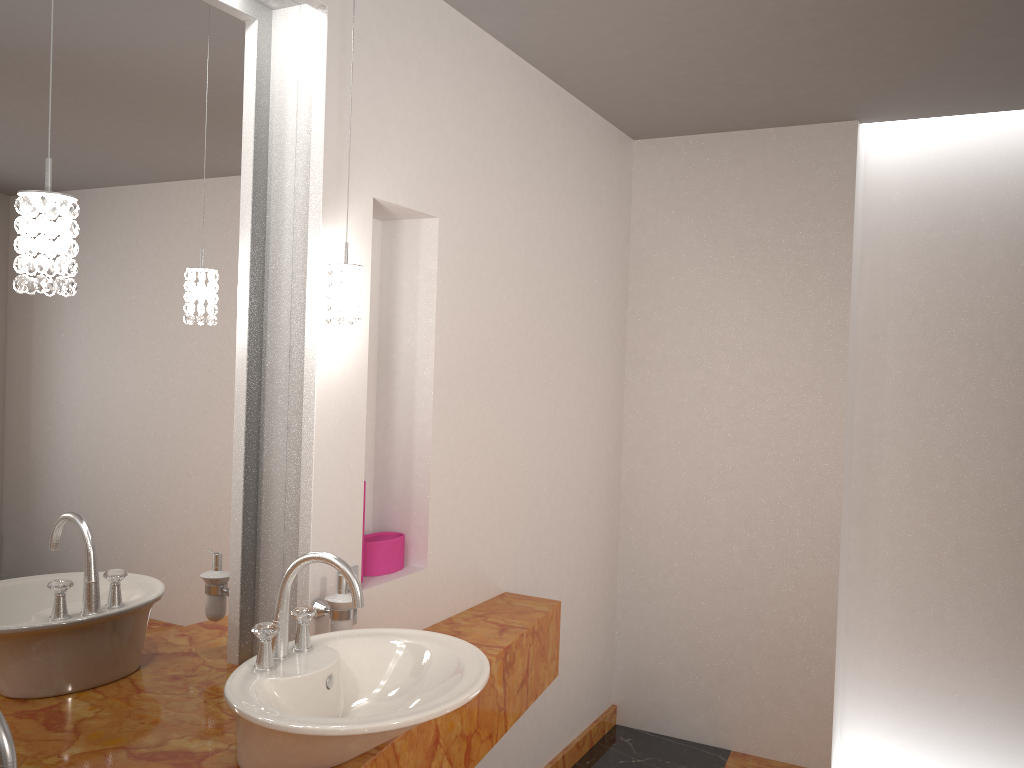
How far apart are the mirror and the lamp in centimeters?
18cm

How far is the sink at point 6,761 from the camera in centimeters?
93cm

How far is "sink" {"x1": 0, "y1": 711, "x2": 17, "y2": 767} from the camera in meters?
0.9

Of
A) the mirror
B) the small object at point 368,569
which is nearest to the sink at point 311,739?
the mirror

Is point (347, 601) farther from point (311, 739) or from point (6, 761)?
point (6, 761)

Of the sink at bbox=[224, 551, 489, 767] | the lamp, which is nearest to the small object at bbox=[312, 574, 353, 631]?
the sink at bbox=[224, 551, 489, 767]

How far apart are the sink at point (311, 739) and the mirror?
0.2 meters

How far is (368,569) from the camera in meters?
2.3 m

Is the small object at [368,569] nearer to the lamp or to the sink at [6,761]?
the lamp

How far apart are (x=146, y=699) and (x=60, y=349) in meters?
0.7 m
